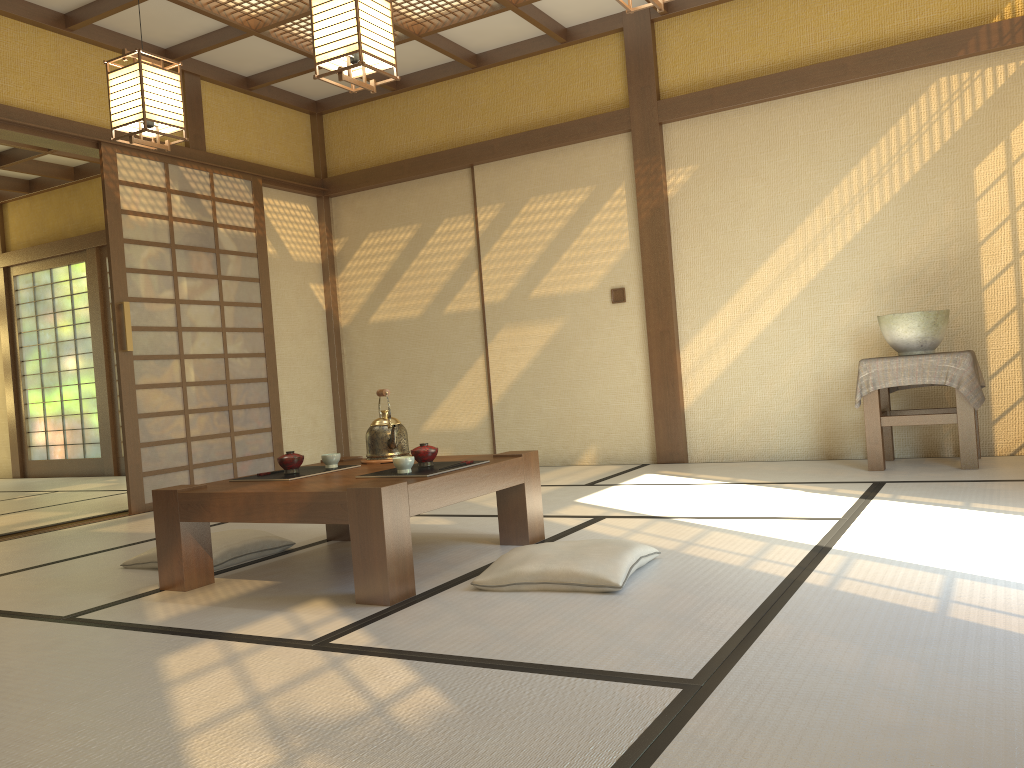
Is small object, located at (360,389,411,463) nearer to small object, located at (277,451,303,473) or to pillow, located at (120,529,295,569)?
small object, located at (277,451,303,473)

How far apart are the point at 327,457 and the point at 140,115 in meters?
1.7 m

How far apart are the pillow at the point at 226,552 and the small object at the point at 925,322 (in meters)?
3.25

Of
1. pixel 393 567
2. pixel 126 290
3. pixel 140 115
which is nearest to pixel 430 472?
pixel 393 567

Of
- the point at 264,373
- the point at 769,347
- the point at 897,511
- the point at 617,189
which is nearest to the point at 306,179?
the point at 264,373

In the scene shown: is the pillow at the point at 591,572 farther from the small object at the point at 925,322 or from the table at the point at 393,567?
the small object at the point at 925,322

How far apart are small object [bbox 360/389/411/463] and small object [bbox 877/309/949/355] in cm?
273

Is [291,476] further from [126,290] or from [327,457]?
[126,290]

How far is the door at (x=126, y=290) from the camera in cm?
543

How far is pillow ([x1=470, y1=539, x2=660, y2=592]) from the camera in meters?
2.6
